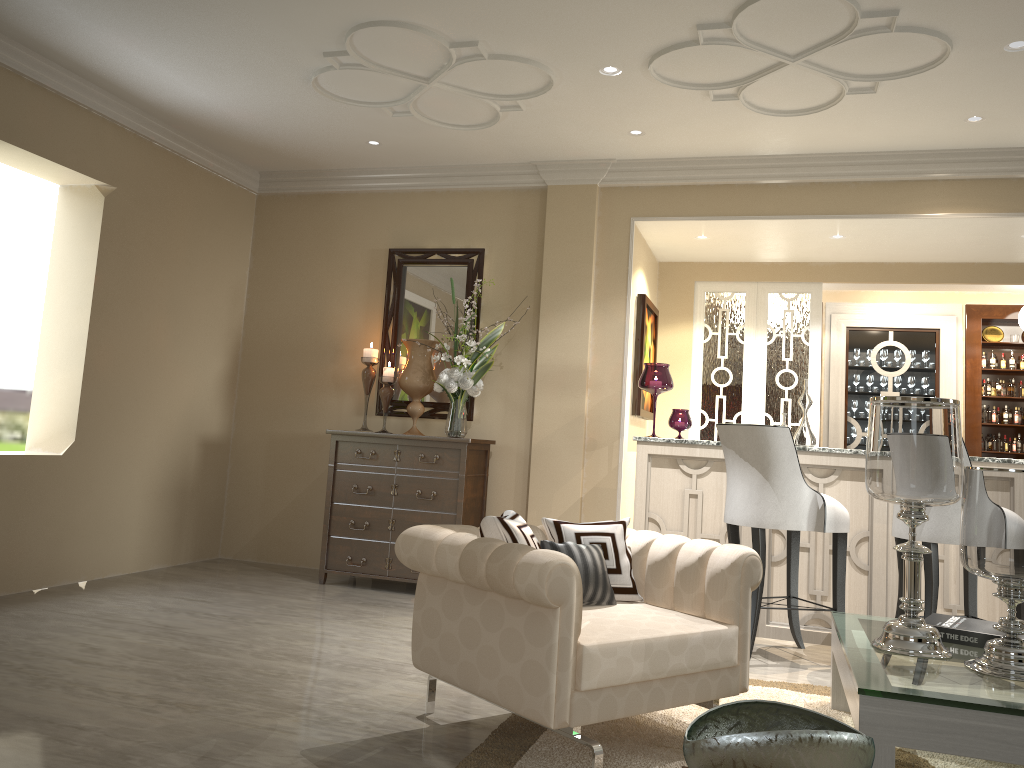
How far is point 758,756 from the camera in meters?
1.6

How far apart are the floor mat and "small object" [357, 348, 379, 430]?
2.61m

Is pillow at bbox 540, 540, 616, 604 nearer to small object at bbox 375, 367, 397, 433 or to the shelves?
small object at bbox 375, 367, 397, 433

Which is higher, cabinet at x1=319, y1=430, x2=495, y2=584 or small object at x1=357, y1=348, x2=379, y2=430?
small object at x1=357, y1=348, x2=379, y2=430

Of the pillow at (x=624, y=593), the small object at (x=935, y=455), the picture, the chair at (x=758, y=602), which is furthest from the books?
the picture

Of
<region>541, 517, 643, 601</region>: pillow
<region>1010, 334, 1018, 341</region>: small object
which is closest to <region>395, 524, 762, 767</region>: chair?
<region>541, 517, 643, 601</region>: pillow

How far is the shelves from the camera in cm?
663

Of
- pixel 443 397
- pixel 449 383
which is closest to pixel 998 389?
pixel 443 397

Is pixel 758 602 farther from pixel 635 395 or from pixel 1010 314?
pixel 1010 314

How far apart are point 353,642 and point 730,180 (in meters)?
3.00
